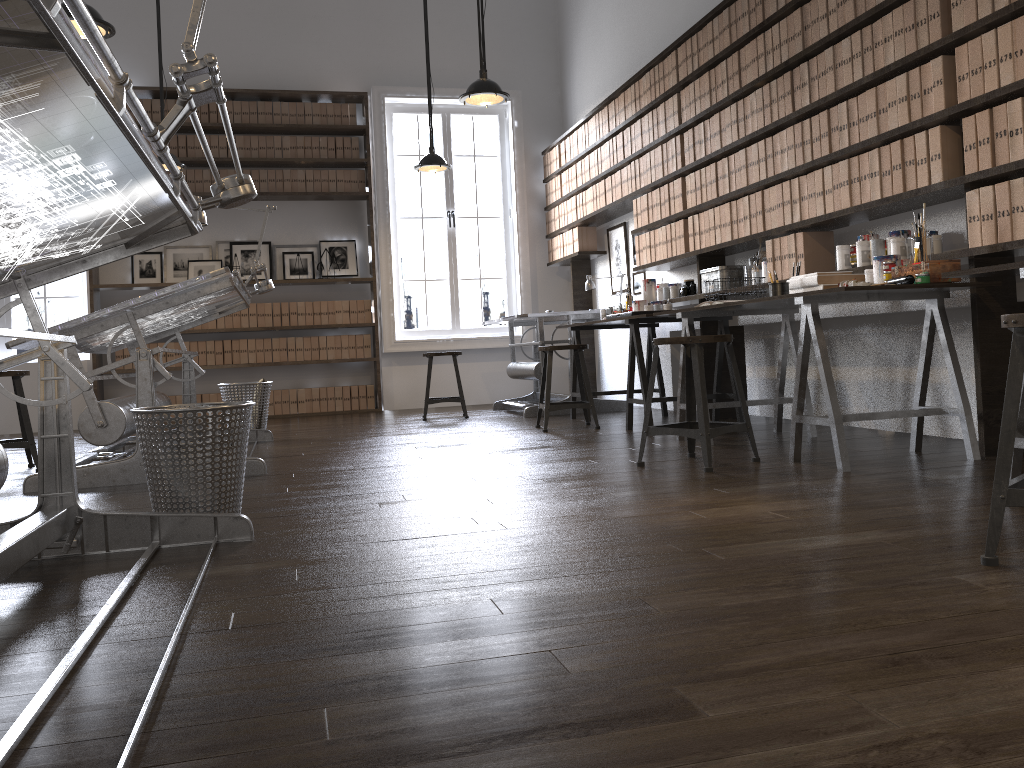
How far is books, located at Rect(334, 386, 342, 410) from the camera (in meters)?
8.26

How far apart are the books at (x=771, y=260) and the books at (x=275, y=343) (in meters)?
4.93

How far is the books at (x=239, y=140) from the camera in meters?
8.0 m

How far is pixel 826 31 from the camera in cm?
408

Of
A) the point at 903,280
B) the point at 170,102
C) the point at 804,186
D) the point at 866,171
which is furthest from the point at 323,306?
the point at 903,280

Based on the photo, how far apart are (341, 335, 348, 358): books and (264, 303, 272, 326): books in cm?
69

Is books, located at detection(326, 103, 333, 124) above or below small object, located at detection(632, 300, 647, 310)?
above

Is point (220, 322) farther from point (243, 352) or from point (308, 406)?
point (308, 406)

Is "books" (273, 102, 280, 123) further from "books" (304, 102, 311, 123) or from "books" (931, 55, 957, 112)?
"books" (931, 55, 957, 112)

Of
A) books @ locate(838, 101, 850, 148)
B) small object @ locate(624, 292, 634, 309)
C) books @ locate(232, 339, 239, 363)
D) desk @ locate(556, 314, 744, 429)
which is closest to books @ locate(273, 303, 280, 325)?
books @ locate(232, 339, 239, 363)
